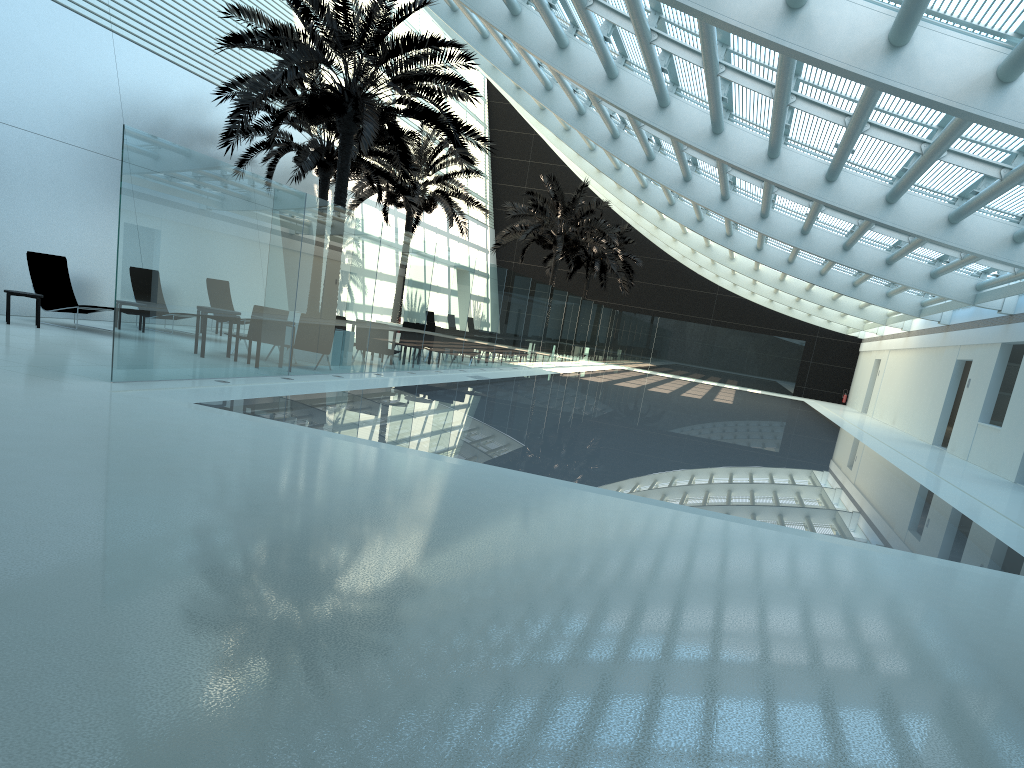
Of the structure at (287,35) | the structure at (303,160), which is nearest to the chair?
the structure at (287,35)

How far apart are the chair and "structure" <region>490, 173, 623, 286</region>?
19.5m

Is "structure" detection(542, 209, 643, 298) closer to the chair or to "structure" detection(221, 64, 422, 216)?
"structure" detection(221, 64, 422, 216)

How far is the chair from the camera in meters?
15.3 m

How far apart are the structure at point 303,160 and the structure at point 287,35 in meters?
Result: 2.4 m

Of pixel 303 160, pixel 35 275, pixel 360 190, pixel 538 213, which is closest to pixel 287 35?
pixel 35 275

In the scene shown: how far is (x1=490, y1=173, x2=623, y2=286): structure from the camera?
33.5 meters

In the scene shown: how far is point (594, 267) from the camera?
41.3m

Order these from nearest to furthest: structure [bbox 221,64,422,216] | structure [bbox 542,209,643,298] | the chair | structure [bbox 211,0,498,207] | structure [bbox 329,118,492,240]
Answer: structure [bbox 211,0,498,207]
the chair
structure [bbox 221,64,422,216]
structure [bbox 329,118,492,240]
structure [bbox 542,209,643,298]

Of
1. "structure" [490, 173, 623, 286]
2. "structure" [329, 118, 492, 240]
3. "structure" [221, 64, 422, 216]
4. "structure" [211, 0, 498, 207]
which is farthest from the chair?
"structure" [490, 173, 623, 286]
